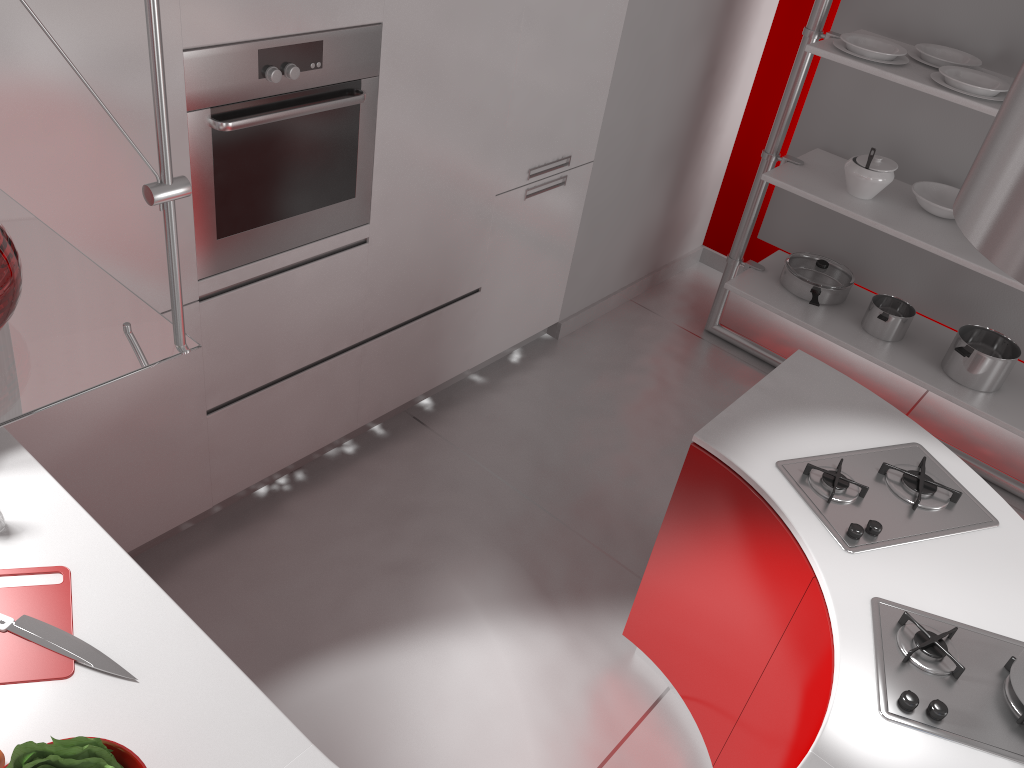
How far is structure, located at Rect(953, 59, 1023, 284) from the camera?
1.33m

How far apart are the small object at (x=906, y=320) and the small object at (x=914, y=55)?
0.96m

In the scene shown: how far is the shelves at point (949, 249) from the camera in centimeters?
324cm

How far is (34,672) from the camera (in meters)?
1.41

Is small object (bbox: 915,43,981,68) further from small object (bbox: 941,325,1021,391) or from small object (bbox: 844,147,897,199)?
small object (bbox: 941,325,1021,391)

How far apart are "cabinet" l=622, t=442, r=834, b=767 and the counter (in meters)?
0.02

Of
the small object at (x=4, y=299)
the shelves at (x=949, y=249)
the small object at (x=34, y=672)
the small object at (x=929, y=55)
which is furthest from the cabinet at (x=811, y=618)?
the small object at (x=929, y=55)

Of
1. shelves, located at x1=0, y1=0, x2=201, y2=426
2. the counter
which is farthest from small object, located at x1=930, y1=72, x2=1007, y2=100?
shelves, located at x1=0, y1=0, x2=201, y2=426

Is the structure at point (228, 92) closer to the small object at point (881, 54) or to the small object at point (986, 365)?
the small object at point (881, 54)

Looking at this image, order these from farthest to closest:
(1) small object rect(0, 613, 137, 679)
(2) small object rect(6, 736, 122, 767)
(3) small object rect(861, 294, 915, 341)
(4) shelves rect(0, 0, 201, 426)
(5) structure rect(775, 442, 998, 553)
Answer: (3) small object rect(861, 294, 915, 341) → (5) structure rect(775, 442, 998, 553) → (1) small object rect(0, 613, 137, 679) → (2) small object rect(6, 736, 122, 767) → (4) shelves rect(0, 0, 201, 426)
